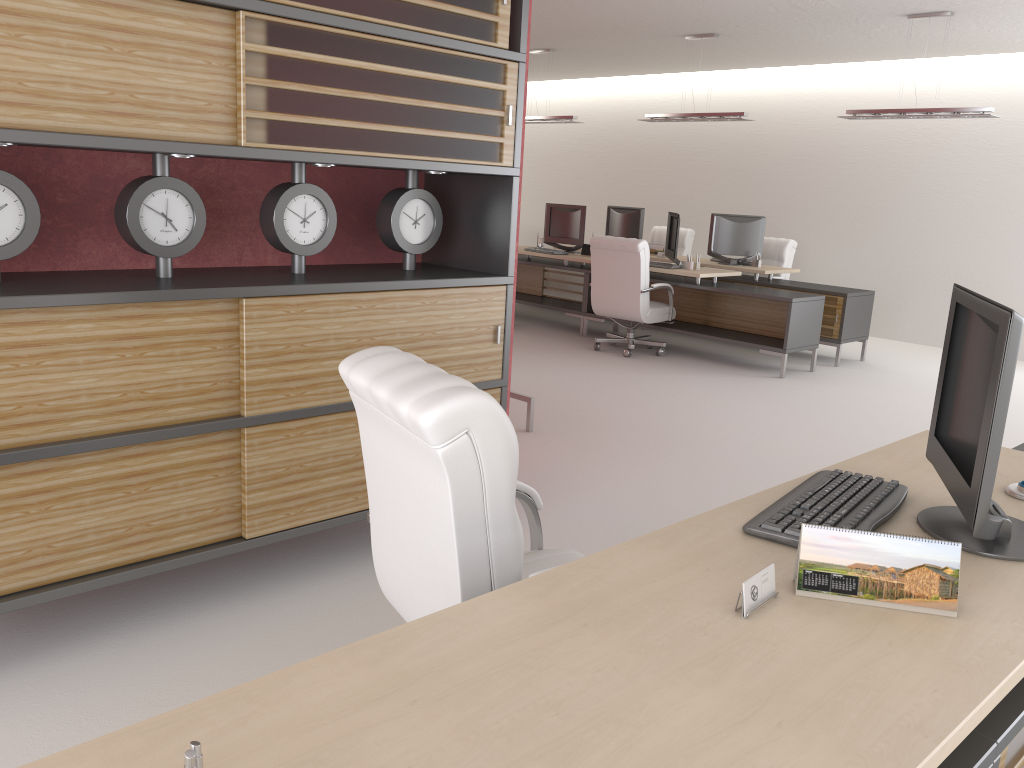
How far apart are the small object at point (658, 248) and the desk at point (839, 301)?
0.64m

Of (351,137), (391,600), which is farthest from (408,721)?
(351,137)

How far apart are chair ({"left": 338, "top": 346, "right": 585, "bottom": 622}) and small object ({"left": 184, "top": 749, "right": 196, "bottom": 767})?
1.4m

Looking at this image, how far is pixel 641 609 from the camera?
2.2m

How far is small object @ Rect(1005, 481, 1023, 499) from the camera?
3.28m

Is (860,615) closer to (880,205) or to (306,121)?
(306,121)

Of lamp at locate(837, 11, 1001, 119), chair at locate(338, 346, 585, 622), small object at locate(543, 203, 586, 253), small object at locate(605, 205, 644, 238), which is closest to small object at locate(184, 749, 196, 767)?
chair at locate(338, 346, 585, 622)

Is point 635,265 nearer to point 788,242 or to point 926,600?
point 788,242

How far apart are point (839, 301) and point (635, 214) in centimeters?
417cm

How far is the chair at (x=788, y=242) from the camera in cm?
1450
